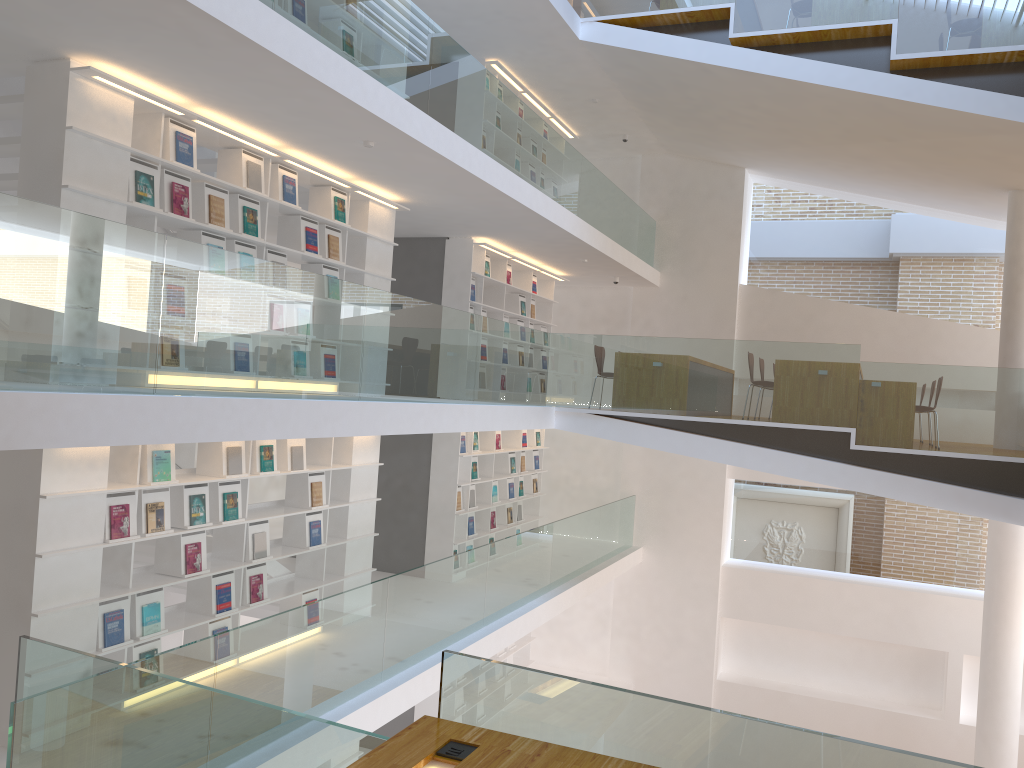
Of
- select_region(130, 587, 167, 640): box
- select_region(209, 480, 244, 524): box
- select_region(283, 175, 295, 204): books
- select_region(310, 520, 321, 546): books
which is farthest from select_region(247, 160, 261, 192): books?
select_region(130, 587, 167, 640): box

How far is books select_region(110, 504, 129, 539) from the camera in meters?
5.4 m

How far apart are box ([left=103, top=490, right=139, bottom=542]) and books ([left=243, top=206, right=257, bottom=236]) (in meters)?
2.02

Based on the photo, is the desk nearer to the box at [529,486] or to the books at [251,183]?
the books at [251,183]

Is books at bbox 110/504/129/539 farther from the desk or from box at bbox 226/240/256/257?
the desk

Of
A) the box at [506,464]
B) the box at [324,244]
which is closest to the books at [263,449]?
the box at [324,244]

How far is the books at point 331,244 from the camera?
7.4m

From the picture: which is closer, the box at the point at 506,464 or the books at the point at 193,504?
the books at the point at 193,504

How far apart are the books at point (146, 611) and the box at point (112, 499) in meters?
0.5

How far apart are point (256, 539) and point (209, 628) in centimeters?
72cm
